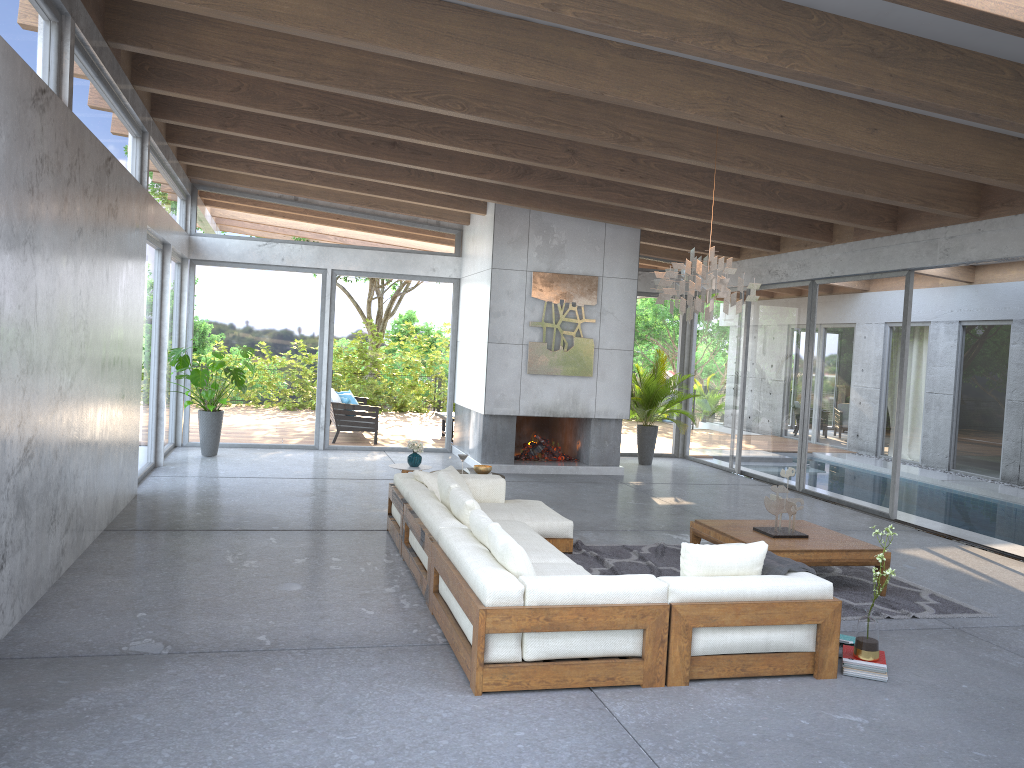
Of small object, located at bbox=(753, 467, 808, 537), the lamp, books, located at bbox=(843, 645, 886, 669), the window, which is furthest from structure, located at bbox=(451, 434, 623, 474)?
books, located at bbox=(843, 645, 886, 669)

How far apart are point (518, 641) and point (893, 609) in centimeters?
316cm

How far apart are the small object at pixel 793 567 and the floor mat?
1.1 meters

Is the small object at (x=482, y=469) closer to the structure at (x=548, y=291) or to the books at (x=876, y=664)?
the structure at (x=548, y=291)

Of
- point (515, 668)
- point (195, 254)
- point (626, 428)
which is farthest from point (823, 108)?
point (195, 254)

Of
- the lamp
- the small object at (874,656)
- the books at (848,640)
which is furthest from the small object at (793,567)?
the lamp

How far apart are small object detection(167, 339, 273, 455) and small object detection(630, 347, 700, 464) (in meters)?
5.62

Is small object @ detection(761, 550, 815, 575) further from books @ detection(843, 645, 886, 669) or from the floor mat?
the floor mat

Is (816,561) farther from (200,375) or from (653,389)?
(200,375)

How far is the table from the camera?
6.24m
